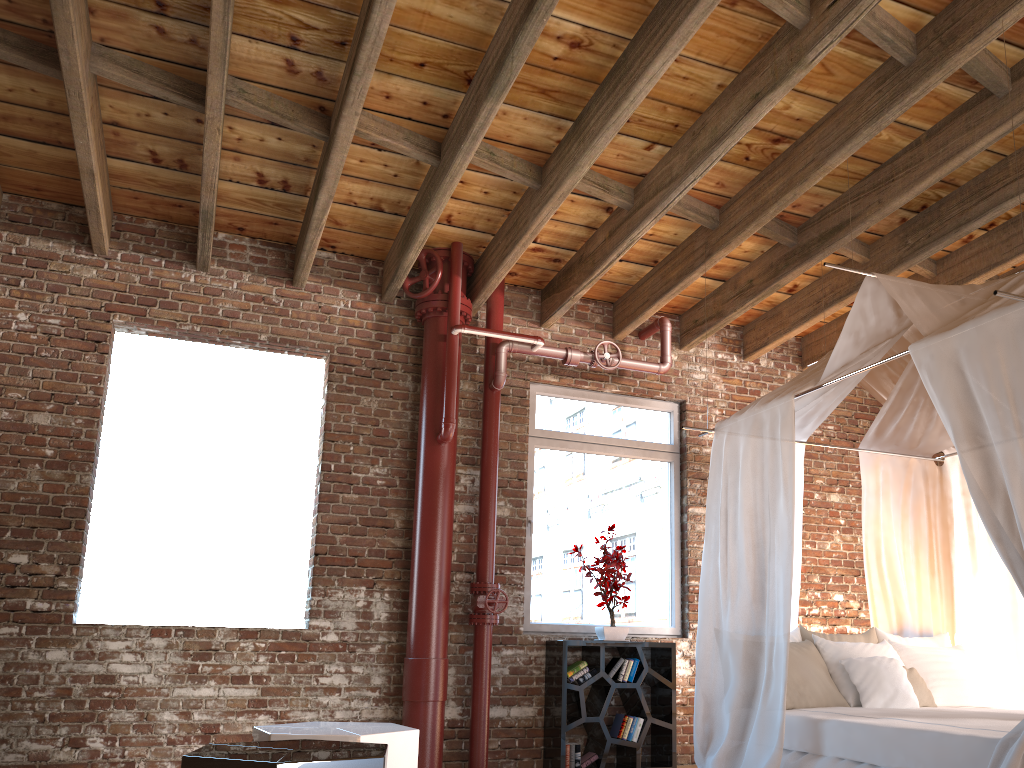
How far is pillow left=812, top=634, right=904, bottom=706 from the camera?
4.76m

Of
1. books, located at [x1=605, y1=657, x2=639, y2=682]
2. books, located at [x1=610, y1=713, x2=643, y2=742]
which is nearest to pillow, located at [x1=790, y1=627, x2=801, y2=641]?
books, located at [x1=605, y1=657, x2=639, y2=682]

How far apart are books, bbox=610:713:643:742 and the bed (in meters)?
0.95

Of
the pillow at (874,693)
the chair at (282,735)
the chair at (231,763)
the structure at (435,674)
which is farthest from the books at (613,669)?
the chair at (231,763)

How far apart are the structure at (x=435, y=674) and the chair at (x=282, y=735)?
2.0m

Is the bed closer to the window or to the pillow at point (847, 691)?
the pillow at point (847, 691)

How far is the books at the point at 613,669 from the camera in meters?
5.7

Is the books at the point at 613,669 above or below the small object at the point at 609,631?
below

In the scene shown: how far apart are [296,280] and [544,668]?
3.05m

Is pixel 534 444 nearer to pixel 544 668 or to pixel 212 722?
pixel 544 668
